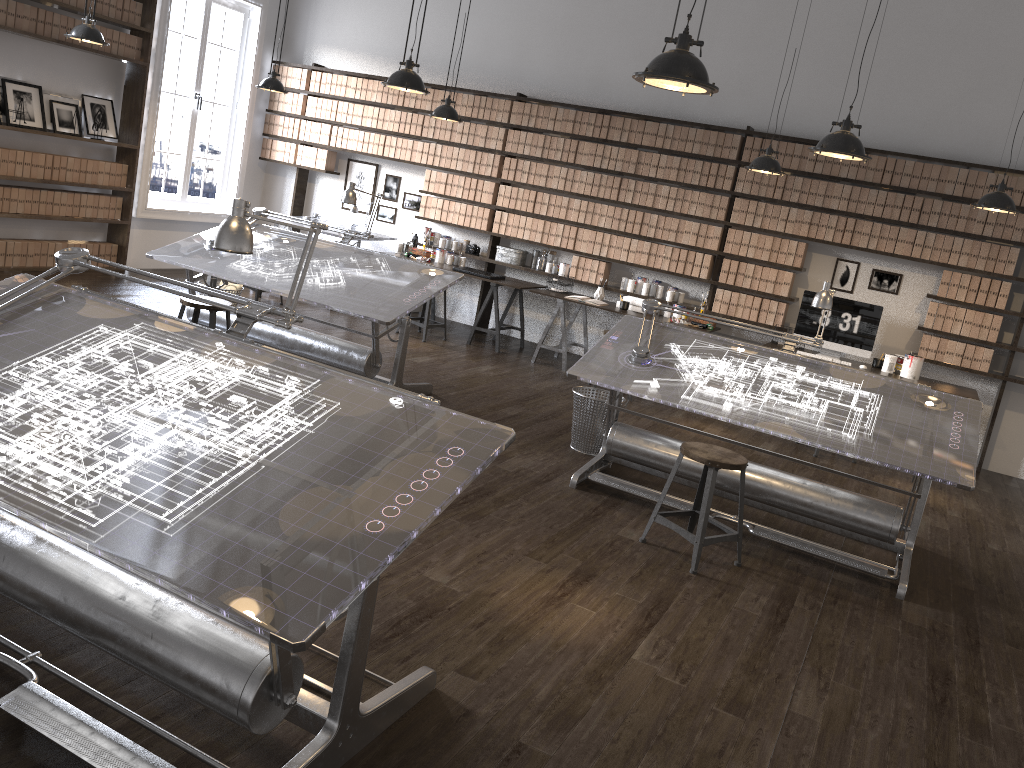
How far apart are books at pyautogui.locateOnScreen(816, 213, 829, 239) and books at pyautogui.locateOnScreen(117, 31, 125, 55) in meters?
6.6

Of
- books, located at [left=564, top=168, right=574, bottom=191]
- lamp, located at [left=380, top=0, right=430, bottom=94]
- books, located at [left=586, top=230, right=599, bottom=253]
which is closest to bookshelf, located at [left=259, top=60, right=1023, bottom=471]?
books, located at [left=564, top=168, right=574, bottom=191]

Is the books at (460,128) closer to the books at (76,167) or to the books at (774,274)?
the books at (774,274)

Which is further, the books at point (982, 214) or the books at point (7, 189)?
the books at point (7, 189)

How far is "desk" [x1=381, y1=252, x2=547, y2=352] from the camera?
8.3m

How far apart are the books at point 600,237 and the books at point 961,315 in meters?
3.2

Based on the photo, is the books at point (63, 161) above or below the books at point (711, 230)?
below

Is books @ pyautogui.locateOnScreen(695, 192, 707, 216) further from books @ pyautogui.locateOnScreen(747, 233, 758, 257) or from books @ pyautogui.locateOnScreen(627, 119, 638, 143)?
books @ pyautogui.locateOnScreen(627, 119, 638, 143)

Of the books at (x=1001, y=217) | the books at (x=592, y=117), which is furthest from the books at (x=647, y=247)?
the books at (x=1001, y=217)

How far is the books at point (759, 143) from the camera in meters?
7.7
